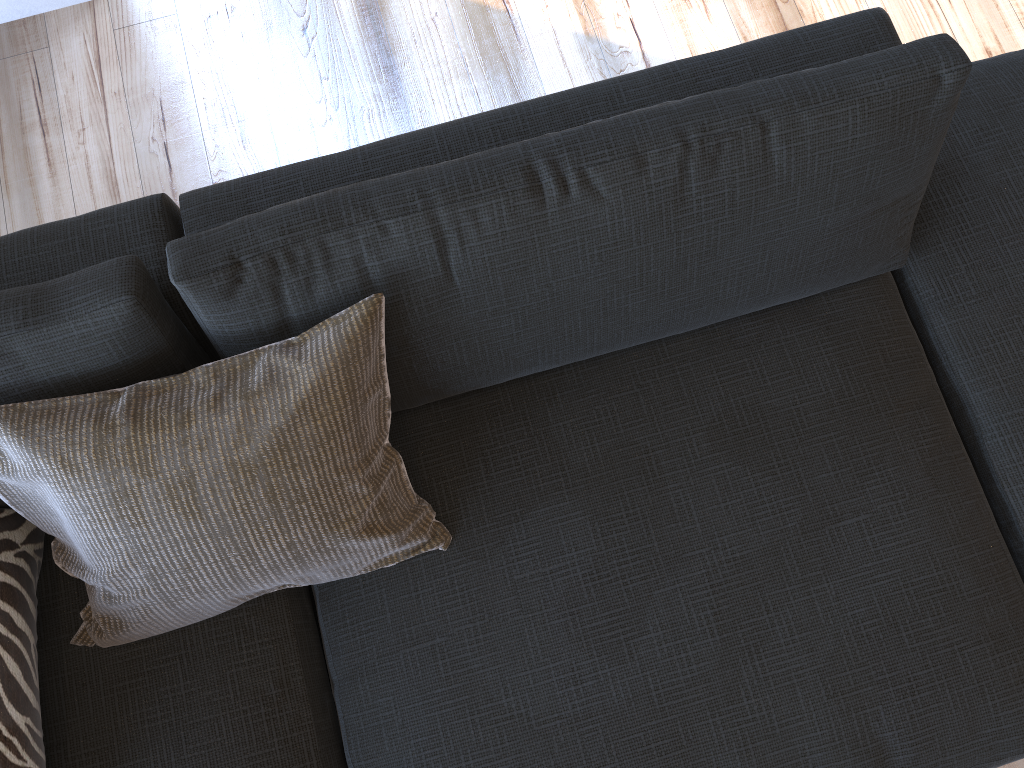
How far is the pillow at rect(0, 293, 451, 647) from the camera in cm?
99

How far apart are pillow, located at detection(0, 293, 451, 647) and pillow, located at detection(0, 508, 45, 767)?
0.1m

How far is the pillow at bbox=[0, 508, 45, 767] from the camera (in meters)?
1.05

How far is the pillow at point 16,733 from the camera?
1.0m

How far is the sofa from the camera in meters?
1.0 m

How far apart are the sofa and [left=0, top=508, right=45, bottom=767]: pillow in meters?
0.0 m

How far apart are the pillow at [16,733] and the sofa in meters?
0.0

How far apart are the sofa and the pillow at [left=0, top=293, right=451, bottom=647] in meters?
0.0

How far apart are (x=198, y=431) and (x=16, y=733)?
0.4 meters

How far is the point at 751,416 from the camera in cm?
124
